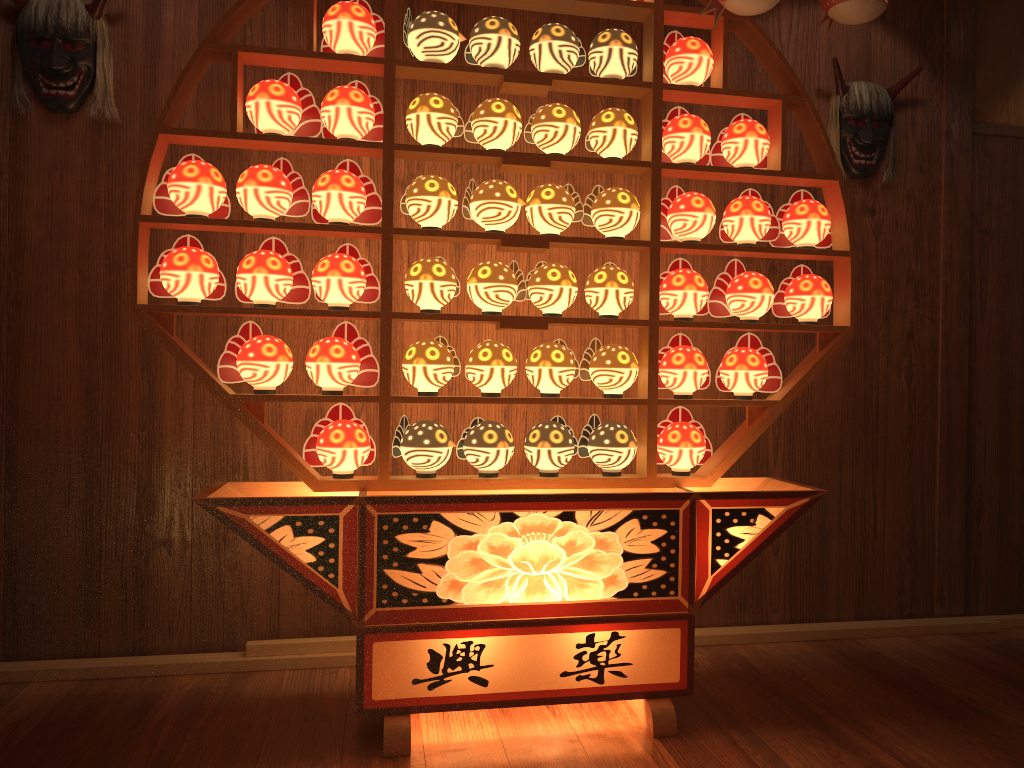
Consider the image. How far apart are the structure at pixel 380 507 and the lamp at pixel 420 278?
0.0 meters

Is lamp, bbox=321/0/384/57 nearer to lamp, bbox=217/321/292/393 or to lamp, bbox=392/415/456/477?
lamp, bbox=217/321/292/393

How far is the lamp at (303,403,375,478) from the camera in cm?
231

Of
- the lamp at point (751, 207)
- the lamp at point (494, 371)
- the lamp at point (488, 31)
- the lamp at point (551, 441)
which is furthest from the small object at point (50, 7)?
the lamp at point (751, 207)

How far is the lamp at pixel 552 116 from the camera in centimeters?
239cm

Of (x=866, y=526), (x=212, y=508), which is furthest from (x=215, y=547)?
(x=866, y=526)

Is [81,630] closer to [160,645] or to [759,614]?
[160,645]

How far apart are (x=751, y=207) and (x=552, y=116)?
0.6m

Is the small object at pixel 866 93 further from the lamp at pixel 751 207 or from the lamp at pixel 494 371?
the lamp at pixel 494 371

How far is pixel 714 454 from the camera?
2.56m
